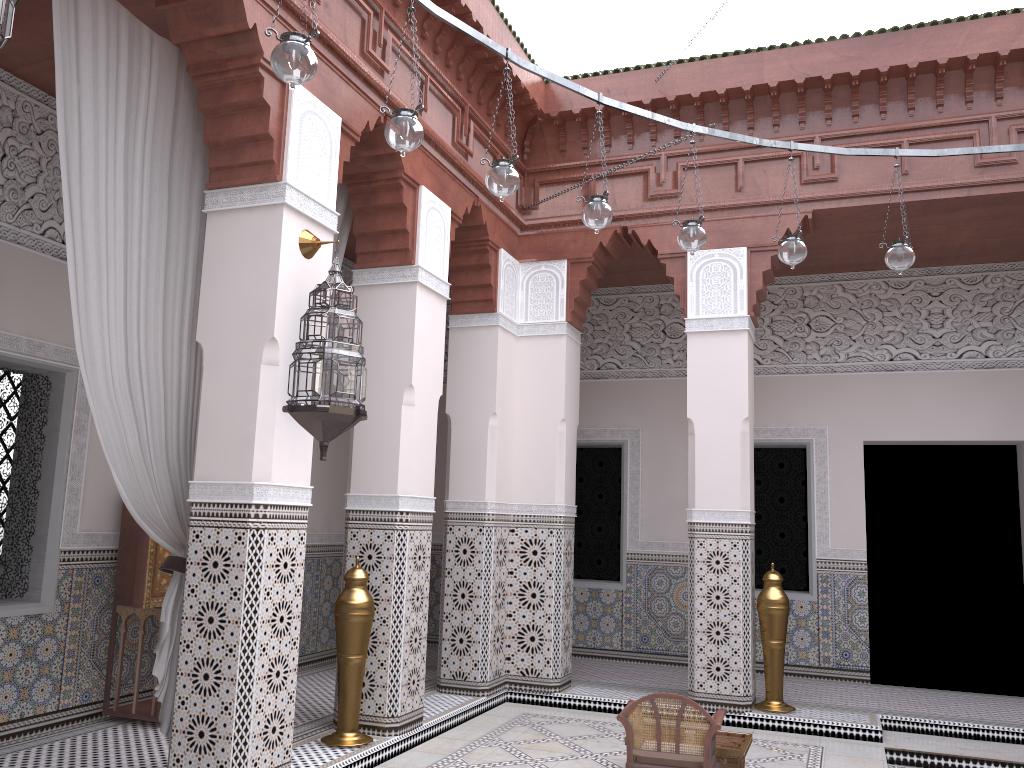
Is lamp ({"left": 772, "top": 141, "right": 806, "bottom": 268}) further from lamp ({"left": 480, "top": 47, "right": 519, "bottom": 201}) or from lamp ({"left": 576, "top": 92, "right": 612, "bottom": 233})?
lamp ({"left": 480, "top": 47, "right": 519, "bottom": 201})

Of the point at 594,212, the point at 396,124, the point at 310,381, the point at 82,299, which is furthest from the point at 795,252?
the point at 82,299

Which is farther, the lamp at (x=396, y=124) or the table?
the table

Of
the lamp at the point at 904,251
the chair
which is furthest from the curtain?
the lamp at the point at 904,251

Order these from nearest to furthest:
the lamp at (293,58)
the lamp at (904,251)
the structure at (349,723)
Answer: the lamp at (293,58) < the lamp at (904,251) < the structure at (349,723)

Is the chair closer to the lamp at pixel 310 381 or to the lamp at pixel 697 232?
the lamp at pixel 310 381

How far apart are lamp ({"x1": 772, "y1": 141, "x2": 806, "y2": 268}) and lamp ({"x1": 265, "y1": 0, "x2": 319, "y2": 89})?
1.4m

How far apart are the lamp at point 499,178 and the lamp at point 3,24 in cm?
95

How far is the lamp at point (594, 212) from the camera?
2.2m

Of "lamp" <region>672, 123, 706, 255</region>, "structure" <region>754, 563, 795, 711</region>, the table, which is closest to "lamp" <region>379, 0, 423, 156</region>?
"lamp" <region>672, 123, 706, 255</region>
